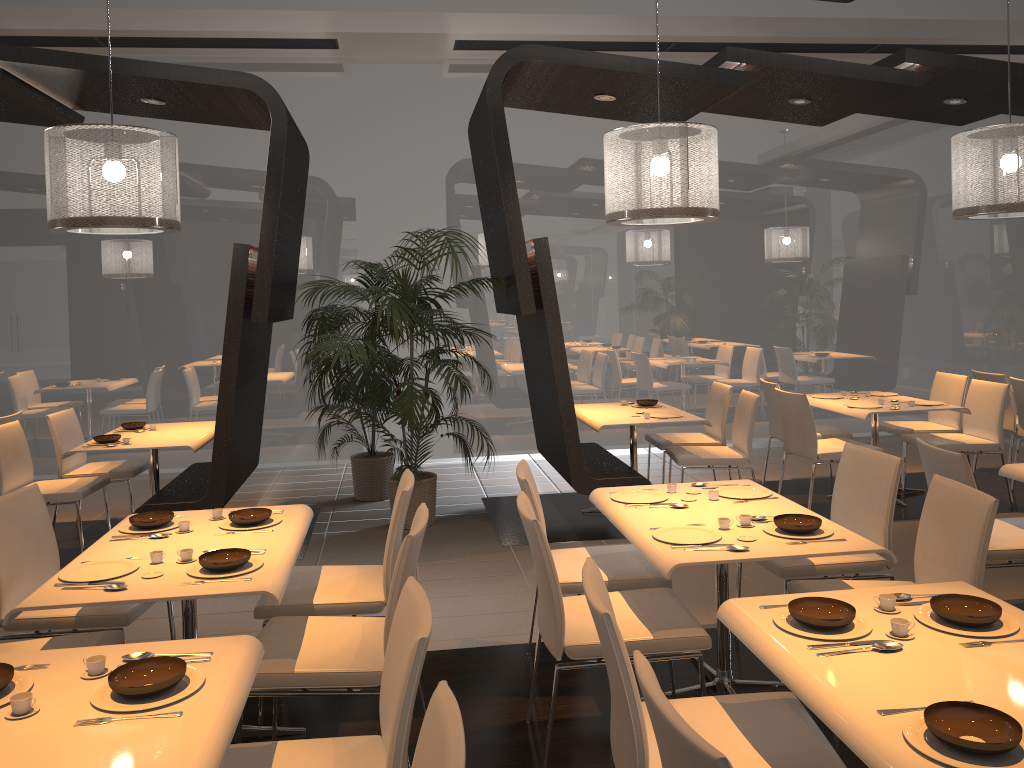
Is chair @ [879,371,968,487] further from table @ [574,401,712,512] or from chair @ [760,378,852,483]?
table @ [574,401,712,512]

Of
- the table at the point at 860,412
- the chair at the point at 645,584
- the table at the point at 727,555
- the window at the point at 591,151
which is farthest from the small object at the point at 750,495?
the window at the point at 591,151

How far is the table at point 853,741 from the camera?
1.8m

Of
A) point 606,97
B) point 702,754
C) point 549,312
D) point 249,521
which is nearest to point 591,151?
point 606,97

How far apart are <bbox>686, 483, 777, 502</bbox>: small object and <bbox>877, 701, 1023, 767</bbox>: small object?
1.90m

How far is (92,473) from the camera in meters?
6.1 m

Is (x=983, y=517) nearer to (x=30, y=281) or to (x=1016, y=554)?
(x=1016, y=554)

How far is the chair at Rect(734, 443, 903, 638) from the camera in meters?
3.7 m

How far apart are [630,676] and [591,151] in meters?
7.2

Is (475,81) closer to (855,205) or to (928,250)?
(855,205)
